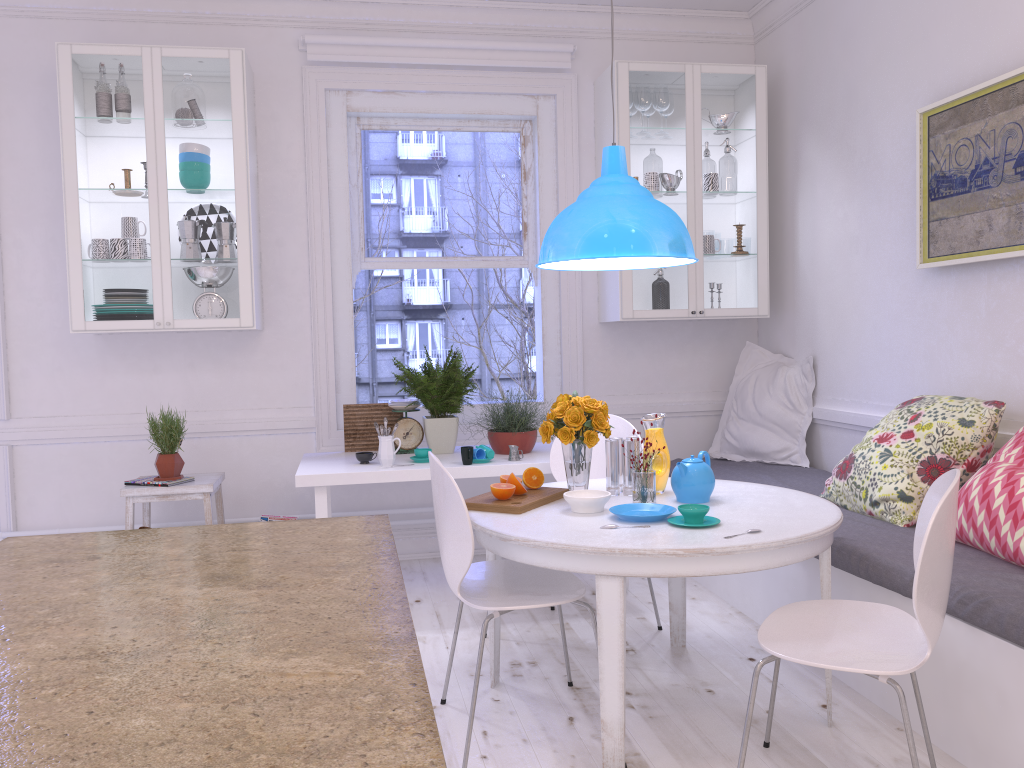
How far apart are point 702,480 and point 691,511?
0.3m

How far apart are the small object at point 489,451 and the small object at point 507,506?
1.0 meters

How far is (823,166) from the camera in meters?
4.3 m

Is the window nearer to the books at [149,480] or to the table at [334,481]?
the table at [334,481]

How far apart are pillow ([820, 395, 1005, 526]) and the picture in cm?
51

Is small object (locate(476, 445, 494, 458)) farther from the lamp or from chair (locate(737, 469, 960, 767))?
chair (locate(737, 469, 960, 767))

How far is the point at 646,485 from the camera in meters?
2.7

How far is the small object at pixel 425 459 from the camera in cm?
392

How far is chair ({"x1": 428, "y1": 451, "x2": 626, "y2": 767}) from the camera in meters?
2.4 m

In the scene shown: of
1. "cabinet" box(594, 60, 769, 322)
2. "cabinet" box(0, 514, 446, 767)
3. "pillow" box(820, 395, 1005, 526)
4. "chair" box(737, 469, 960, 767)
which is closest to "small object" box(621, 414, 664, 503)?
"chair" box(737, 469, 960, 767)
